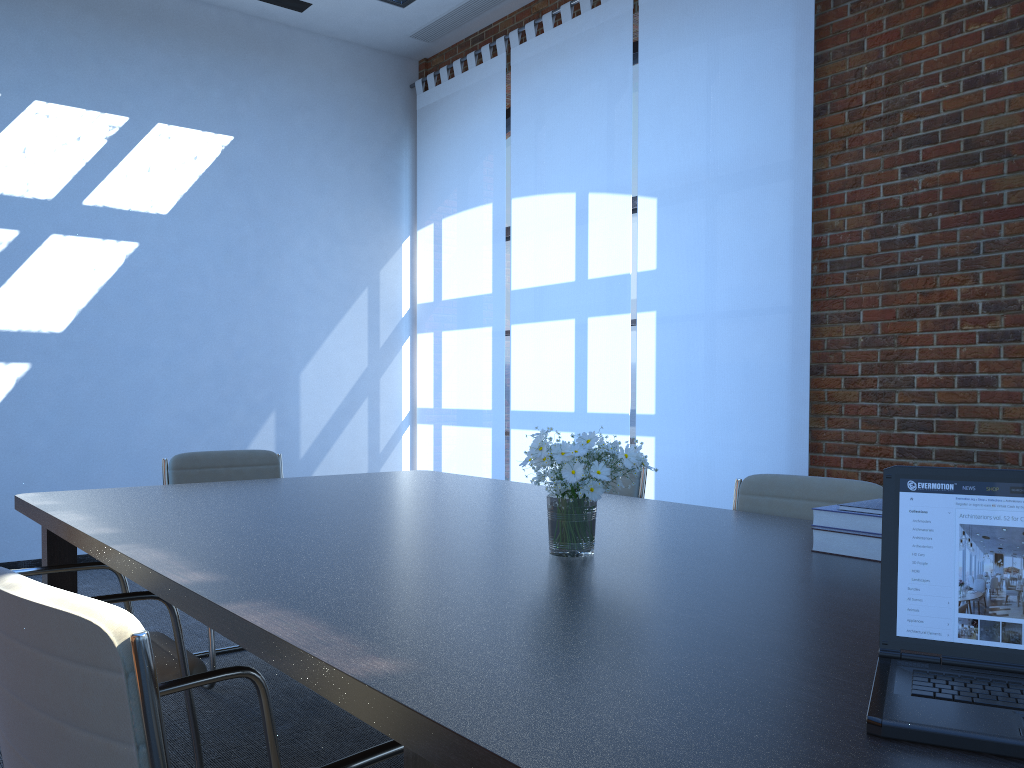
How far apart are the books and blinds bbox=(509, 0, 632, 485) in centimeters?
333cm

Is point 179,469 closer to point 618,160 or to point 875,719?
point 618,160

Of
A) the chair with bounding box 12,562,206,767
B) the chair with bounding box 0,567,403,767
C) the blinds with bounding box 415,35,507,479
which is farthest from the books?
the blinds with bounding box 415,35,507,479

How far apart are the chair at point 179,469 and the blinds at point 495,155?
2.5 meters

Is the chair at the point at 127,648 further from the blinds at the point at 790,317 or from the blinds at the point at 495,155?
the blinds at the point at 495,155

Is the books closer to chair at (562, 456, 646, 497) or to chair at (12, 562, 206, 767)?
chair at (562, 456, 646, 497)

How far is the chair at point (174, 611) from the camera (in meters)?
2.48

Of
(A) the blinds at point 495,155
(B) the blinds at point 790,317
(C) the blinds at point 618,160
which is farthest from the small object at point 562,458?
(A) the blinds at point 495,155

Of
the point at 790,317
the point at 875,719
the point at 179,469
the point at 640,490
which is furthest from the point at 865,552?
the point at 179,469

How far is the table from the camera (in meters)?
1.00
